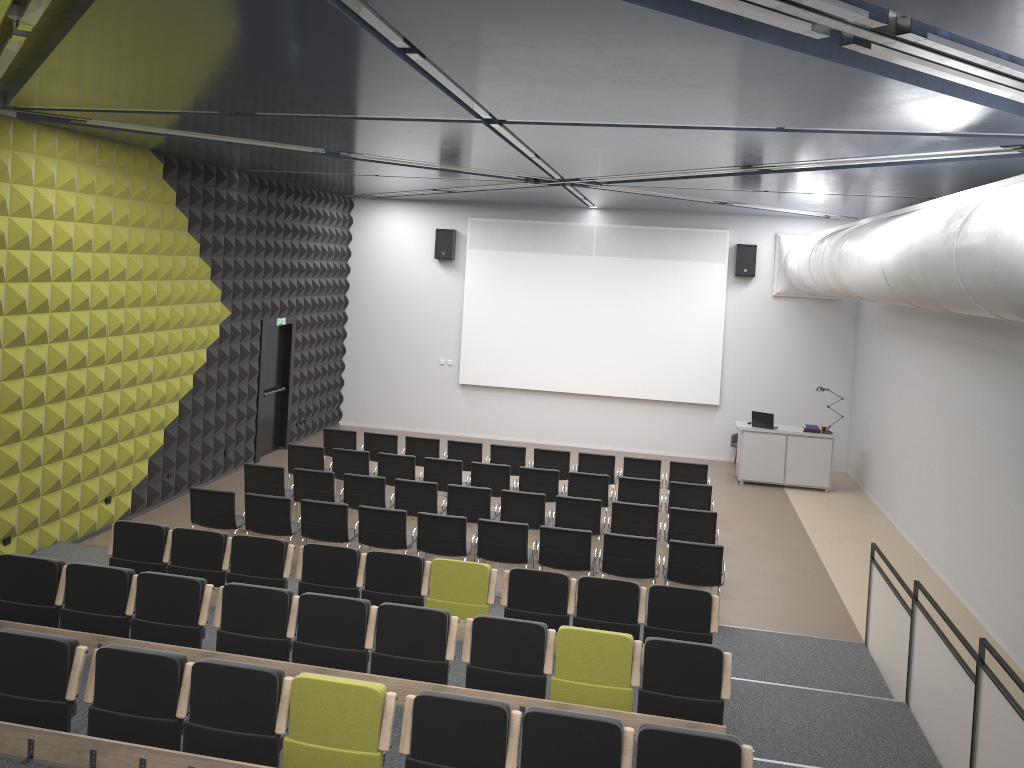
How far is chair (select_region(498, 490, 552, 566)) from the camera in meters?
10.8

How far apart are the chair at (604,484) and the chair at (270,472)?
3.8 meters

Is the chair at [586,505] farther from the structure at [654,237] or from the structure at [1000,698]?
the structure at [654,237]

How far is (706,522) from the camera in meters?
10.5 m

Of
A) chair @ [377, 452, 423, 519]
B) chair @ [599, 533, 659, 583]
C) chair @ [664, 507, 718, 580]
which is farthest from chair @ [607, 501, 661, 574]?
chair @ [377, 452, 423, 519]

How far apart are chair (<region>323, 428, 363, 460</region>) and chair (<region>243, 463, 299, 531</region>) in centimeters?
223cm

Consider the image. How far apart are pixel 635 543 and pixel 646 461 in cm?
390

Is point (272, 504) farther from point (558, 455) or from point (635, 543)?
point (558, 455)

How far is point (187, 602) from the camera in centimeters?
690cm

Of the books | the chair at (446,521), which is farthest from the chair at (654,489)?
the books
